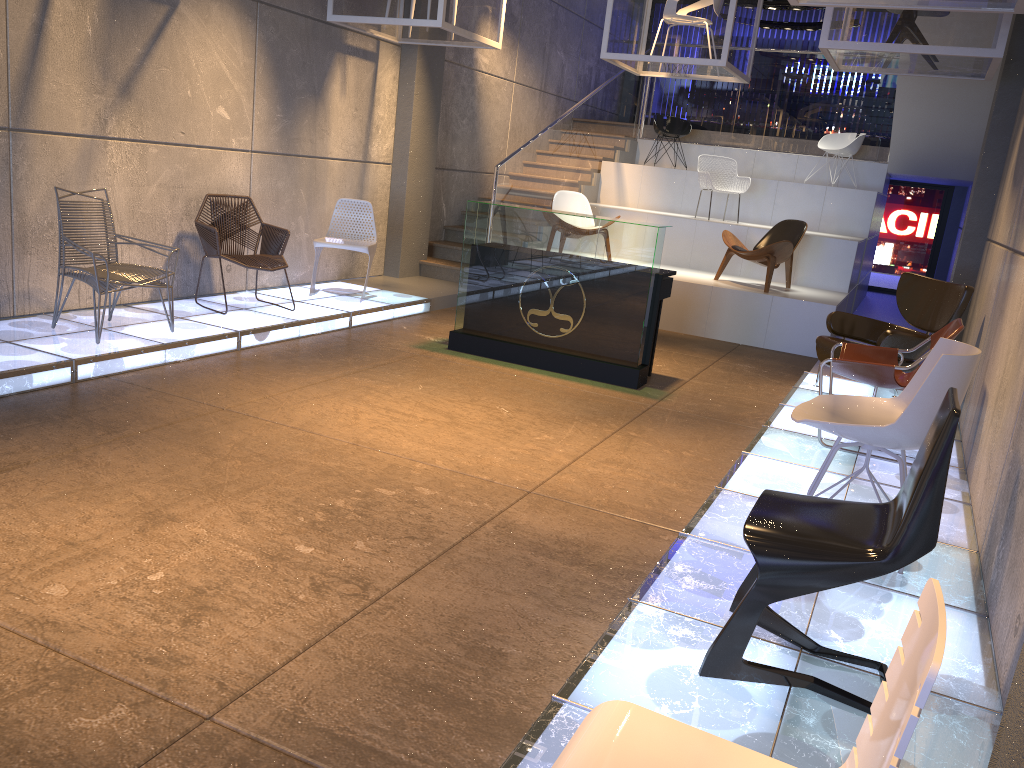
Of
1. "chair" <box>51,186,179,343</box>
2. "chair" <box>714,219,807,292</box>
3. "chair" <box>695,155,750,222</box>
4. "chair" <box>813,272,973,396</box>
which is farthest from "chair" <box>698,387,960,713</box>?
"chair" <box>695,155,750,222</box>

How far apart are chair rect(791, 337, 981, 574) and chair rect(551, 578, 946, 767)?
2.1 meters

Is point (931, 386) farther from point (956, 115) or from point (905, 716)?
point (956, 115)

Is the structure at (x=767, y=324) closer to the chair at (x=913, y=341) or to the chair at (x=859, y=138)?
the chair at (x=859, y=138)

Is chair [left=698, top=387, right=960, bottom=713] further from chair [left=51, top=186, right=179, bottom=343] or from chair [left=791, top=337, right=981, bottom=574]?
chair [left=51, top=186, right=179, bottom=343]

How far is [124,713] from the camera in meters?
2.3 m

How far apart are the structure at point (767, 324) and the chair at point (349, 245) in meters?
3.2 m

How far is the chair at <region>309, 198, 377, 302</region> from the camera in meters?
8.1

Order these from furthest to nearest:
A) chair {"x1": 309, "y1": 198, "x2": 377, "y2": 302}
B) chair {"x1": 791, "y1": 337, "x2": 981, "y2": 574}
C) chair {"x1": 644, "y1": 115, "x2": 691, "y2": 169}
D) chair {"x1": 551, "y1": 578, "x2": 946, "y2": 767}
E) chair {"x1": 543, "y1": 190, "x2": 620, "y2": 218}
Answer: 1. chair {"x1": 644, "y1": 115, "x2": 691, "y2": 169}
2. chair {"x1": 543, "y1": 190, "x2": 620, "y2": 218}
3. chair {"x1": 309, "y1": 198, "x2": 377, "y2": 302}
4. chair {"x1": 791, "y1": 337, "x2": 981, "y2": 574}
5. chair {"x1": 551, "y1": 578, "x2": 946, "y2": 767}

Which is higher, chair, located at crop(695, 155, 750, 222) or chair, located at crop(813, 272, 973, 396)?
chair, located at crop(695, 155, 750, 222)
